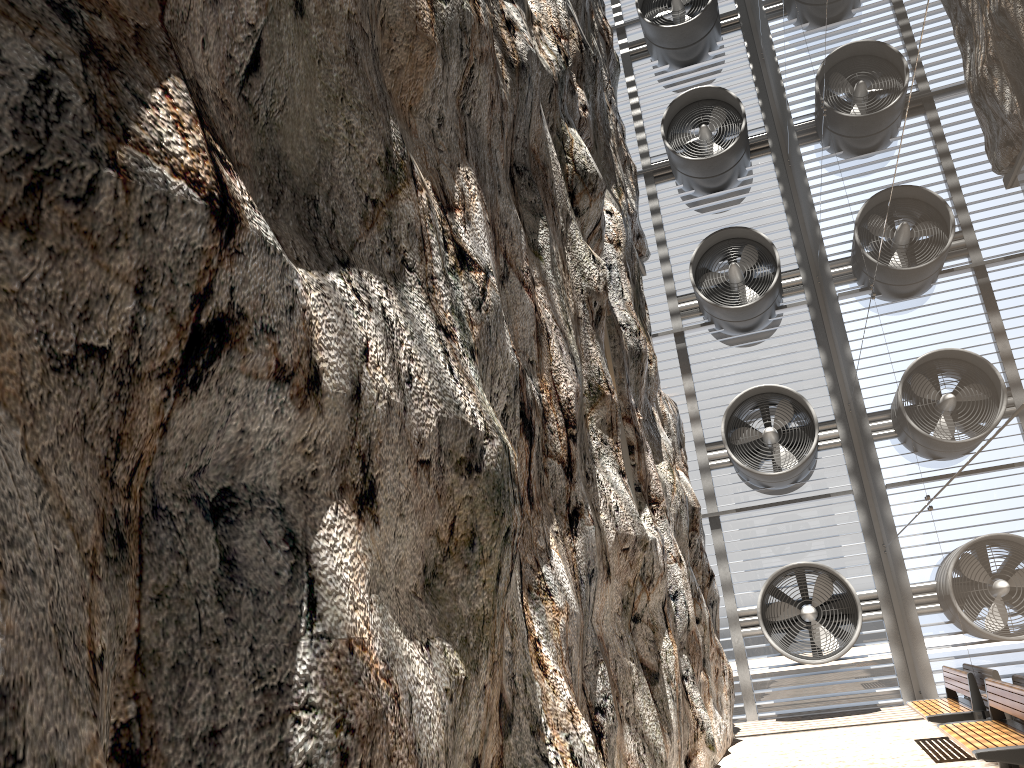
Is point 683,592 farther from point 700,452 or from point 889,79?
point 700,452

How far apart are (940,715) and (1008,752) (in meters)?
2.61

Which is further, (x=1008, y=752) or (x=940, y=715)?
(x=940, y=715)

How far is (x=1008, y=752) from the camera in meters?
6.2

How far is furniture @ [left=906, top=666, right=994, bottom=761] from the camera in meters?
8.6 m

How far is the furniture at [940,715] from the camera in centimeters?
860cm

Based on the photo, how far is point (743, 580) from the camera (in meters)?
16.04

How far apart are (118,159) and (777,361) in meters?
16.0 m

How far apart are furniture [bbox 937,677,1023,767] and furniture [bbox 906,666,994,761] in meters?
0.7

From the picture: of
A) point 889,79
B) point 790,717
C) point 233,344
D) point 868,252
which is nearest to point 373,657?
point 233,344
